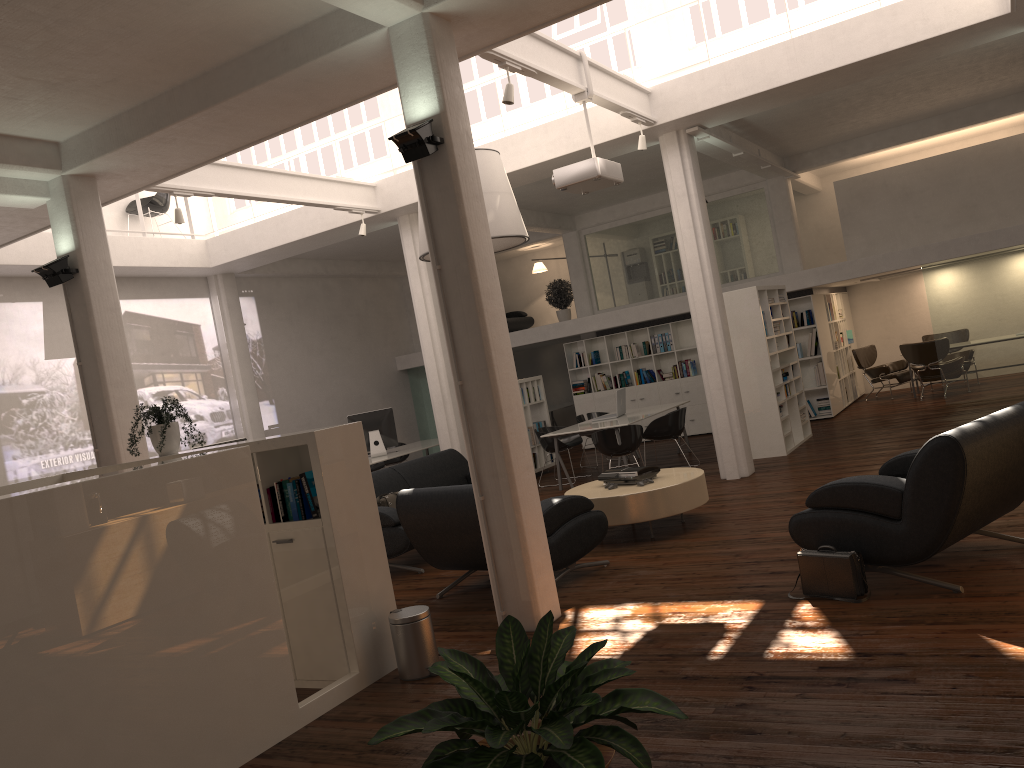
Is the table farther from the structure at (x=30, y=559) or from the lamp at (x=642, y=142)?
the lamp at (x=642, y=142)

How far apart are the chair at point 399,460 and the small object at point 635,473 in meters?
10.1

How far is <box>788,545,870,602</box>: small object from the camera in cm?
641

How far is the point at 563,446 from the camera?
15.22m

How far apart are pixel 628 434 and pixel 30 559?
9.5 meters

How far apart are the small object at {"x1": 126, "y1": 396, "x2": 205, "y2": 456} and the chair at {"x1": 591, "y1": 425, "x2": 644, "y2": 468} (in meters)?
6.80

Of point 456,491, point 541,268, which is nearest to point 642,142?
point 456,491

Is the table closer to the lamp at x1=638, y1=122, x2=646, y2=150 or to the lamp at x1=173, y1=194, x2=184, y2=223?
the lamp at x1=638, y1=122, x2=646, y2=150

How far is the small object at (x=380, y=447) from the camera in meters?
17.0 m

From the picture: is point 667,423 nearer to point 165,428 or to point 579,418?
point 579,418
